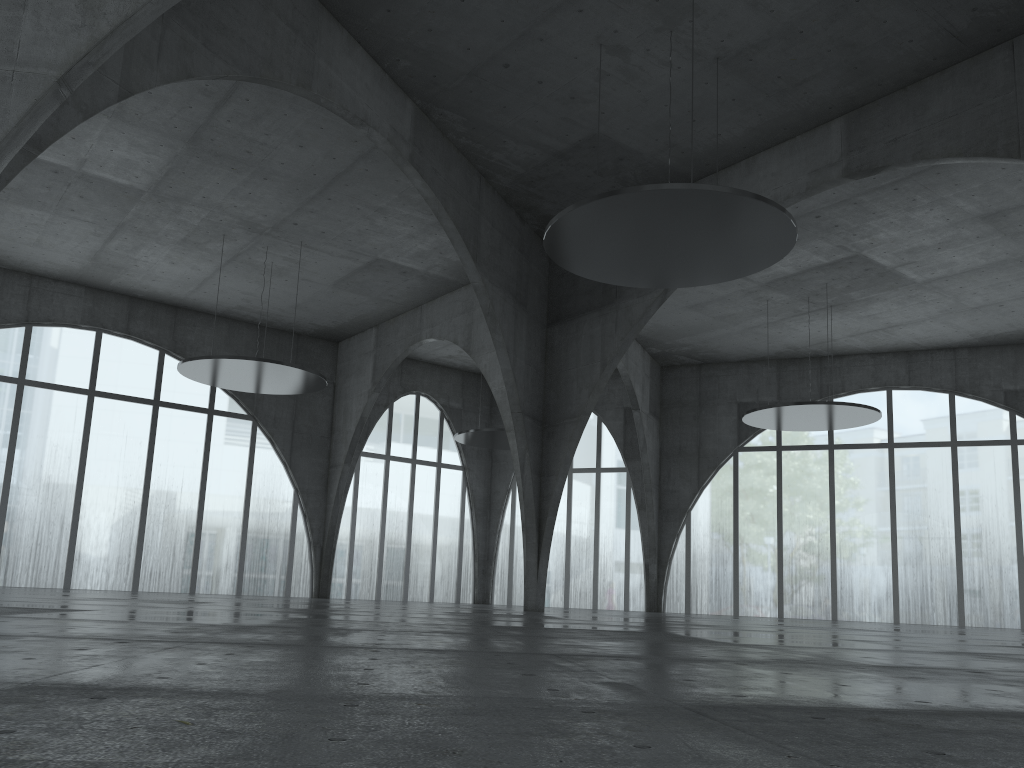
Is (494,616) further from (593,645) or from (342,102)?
(342,102)

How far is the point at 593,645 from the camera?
16.5m

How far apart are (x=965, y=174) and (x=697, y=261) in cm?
2207
